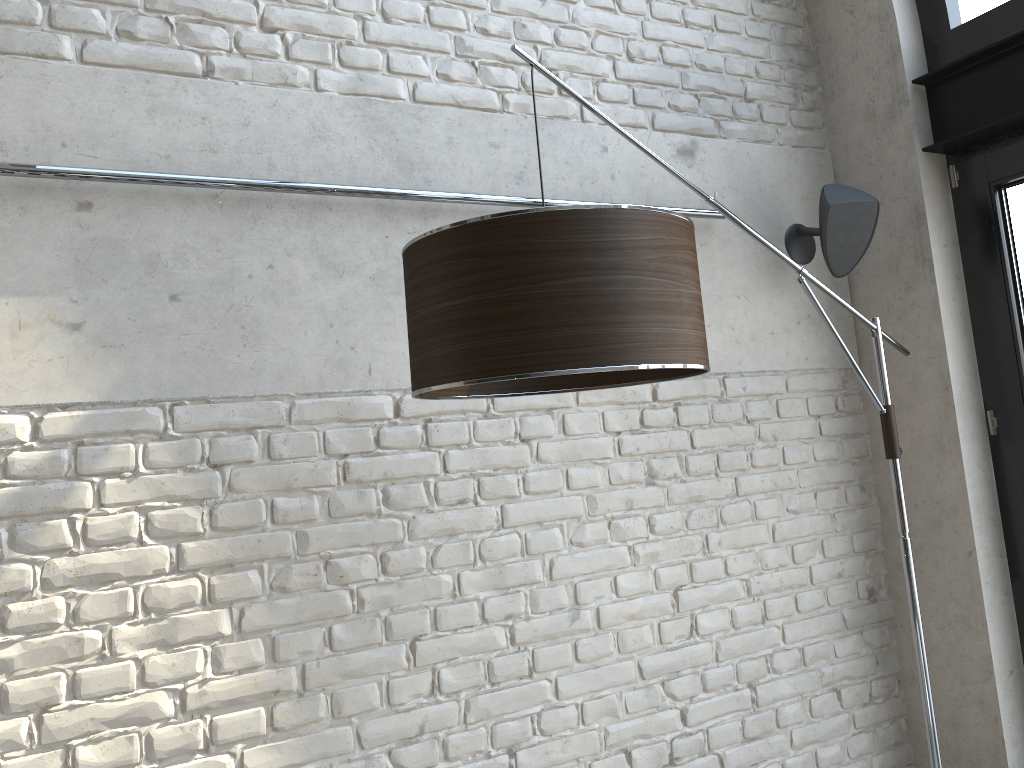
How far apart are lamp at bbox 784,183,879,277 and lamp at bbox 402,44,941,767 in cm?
31

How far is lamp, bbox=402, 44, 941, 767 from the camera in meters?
1.4

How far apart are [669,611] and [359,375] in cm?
116

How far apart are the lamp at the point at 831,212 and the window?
0.4 meters

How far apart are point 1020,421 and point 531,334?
2.05m

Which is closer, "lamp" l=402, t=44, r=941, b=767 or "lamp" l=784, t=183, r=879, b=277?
"lamp" l=402, t=44, r=941, b=767

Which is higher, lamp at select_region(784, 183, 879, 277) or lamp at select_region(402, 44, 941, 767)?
lamp at select_region(784, 183, 879, 277)

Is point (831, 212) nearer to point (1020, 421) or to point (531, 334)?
point (1020, 421)

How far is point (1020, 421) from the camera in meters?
2.7 m

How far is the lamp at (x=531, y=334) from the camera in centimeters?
A: 140cm
